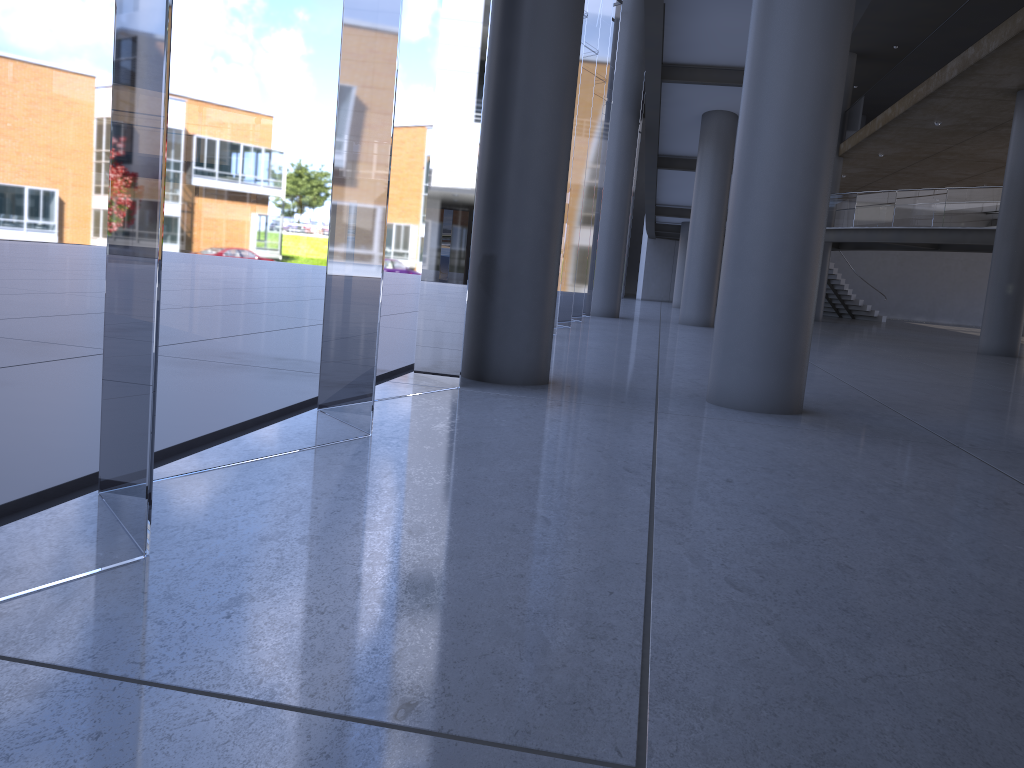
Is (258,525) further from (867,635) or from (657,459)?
(657,459)
